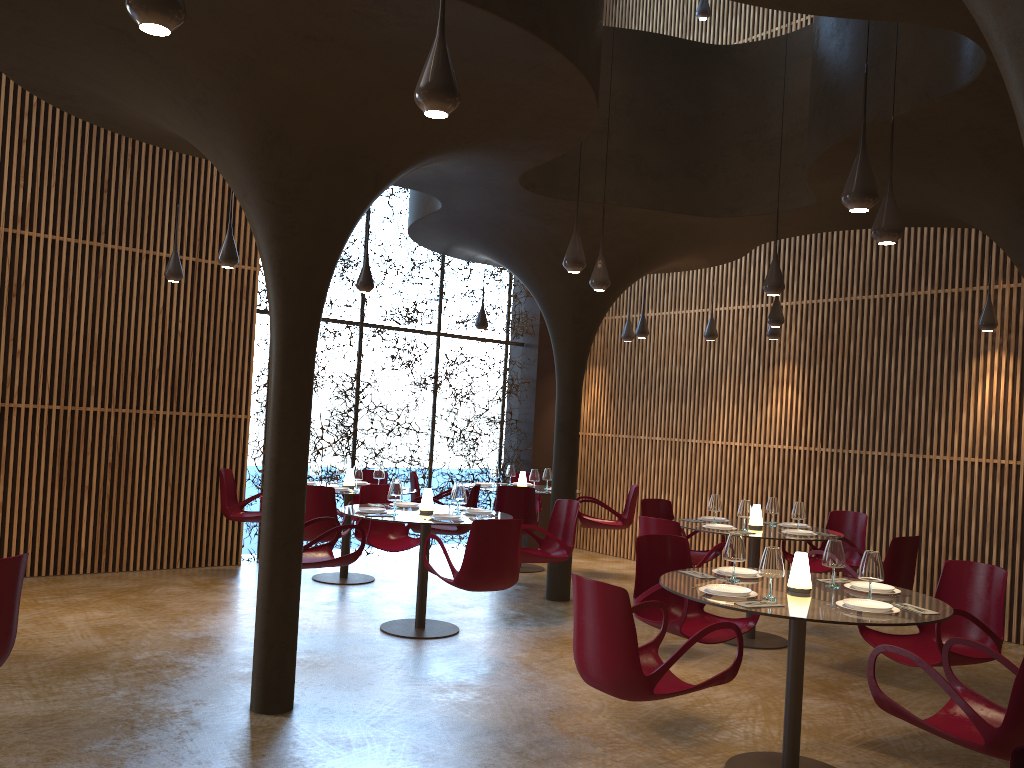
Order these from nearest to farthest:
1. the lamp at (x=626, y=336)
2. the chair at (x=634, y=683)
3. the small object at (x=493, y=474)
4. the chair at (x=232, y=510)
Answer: the chair at (x=634, y=683) → the chair at (x=232, y=510) → the small object at (x=493, y=474) → the lamp at (x=626, y=336)

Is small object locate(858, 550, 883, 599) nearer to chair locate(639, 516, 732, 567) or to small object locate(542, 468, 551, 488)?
chair locate(639, 516, 732, 567)

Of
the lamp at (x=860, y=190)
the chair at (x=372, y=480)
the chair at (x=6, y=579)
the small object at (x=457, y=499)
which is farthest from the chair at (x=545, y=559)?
the chair at (x=6, y=579)

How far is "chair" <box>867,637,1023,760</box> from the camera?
3.9 meters

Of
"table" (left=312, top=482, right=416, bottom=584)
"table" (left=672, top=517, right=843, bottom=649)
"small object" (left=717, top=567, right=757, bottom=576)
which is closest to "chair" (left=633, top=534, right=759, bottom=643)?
"small object" (left=717, top=567, right=757, bottom=576)

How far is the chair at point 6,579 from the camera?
4.2 meters

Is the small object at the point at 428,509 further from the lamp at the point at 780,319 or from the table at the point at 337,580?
the lamp at the point at 780,319

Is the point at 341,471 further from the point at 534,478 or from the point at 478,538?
the point at 478,538

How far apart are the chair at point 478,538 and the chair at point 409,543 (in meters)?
1.52

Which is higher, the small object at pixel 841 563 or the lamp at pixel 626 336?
the lamp at pixel 626 336
